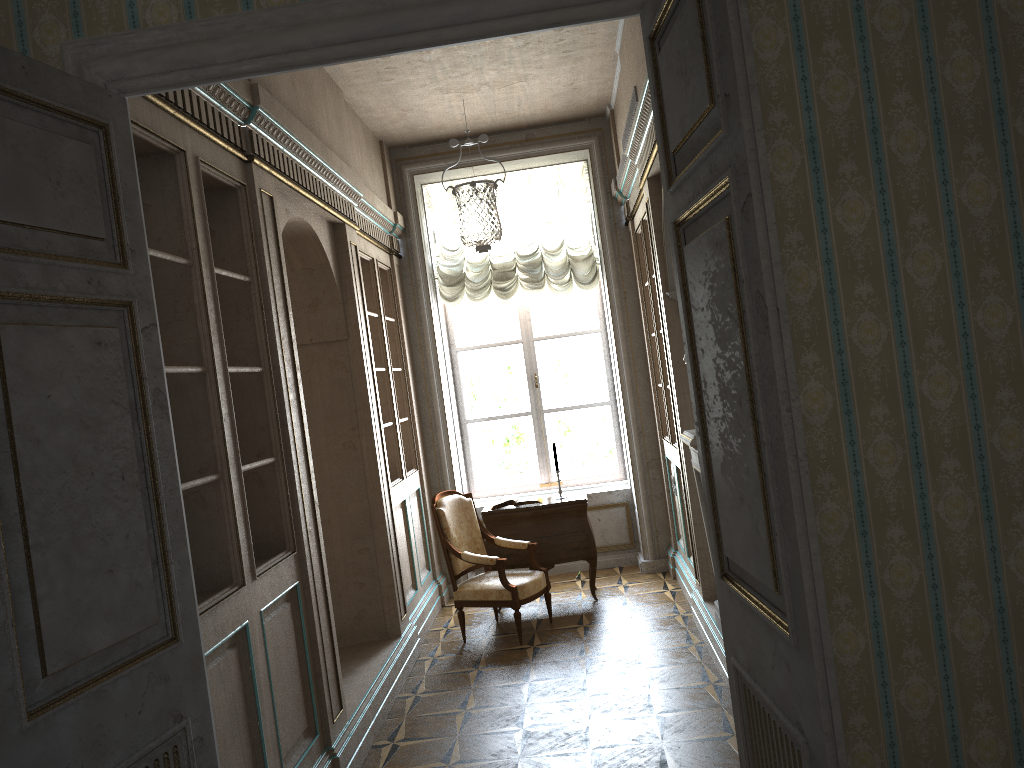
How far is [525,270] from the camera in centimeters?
764cm

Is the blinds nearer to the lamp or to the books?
the lamp

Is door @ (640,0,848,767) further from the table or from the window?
the window

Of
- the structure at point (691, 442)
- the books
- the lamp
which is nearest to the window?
the lamp

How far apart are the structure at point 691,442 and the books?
2.0m

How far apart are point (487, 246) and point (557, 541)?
2.67m

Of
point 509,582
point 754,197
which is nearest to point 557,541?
point 509,582

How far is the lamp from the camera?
4.9m

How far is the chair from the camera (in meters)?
5.89

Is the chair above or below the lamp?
below
